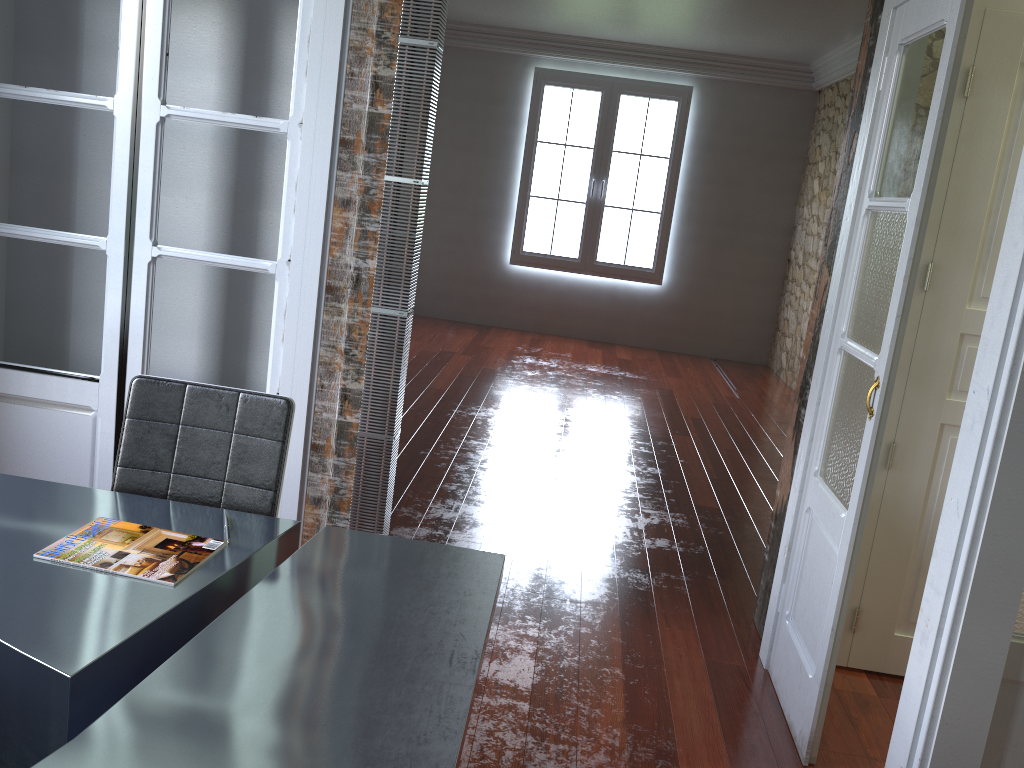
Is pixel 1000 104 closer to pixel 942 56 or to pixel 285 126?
pixel 942 56

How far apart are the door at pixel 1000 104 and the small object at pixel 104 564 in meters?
2.2

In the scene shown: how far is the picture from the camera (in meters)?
8.63

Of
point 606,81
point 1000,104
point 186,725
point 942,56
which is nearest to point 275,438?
point 186,725

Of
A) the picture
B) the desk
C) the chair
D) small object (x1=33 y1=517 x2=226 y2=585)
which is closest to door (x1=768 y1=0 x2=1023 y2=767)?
the desk

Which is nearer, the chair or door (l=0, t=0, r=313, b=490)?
the chair

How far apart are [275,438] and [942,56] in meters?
1.9 m

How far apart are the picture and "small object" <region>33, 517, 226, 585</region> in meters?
7.3 m

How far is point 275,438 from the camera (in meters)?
2.23

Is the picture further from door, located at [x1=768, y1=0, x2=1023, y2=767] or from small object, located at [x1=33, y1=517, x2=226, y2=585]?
small object, located at [x1=33, y1=517, x2=226, y2=585]
